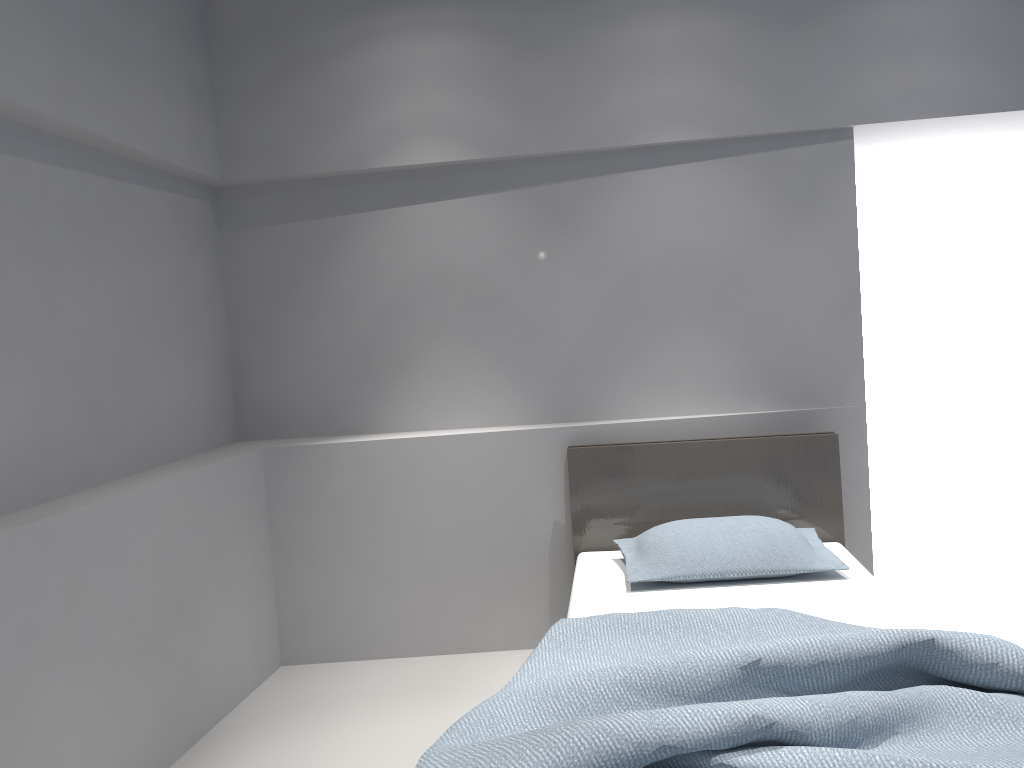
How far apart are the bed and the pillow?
0.03m

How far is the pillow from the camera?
2.9m

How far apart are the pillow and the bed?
0.0 meters

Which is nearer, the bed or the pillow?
the bed

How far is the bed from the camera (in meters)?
1.60

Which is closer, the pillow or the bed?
the bed

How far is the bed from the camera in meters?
1.6 m

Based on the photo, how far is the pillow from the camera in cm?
288
